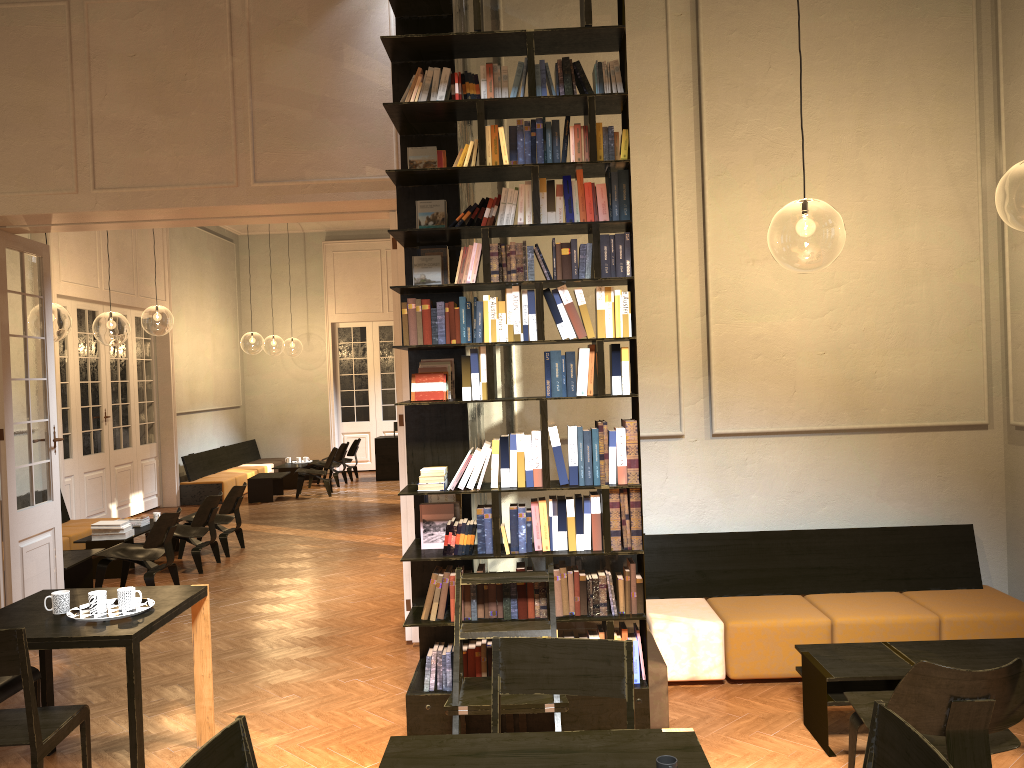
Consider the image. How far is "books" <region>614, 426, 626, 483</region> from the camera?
4.4m

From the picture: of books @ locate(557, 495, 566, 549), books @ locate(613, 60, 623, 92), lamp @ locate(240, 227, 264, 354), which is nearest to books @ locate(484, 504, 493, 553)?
books @ locate(557, 495, 566, 549)

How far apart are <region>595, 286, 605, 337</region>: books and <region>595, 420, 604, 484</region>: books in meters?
0.4 m

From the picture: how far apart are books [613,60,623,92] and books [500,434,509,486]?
1.8m

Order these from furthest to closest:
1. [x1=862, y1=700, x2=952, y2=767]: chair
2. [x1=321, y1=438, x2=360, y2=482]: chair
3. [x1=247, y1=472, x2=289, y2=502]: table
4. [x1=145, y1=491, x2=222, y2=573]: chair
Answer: [x1=321, y1=438, x2=360, y2=482]: chair → [x1=247, y1=472, x2=289, y2=502]: table → [x1=145, y1=491, x2=222, y2=573]: chair → [x1=862, y1=700, x2=952, y2=767]: chair

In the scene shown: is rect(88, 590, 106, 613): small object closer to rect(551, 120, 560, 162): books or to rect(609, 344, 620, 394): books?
rect(609, 344, 620, 394): books

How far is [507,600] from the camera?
4.44m

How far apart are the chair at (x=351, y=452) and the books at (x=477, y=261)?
13.34m

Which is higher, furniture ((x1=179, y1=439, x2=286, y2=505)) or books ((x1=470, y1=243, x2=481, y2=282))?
books ((x1=470, y1=243, x2=481, y2=282))

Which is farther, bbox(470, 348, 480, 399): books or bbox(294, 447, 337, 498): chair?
bbox(294, 447, 337, 498): chair
